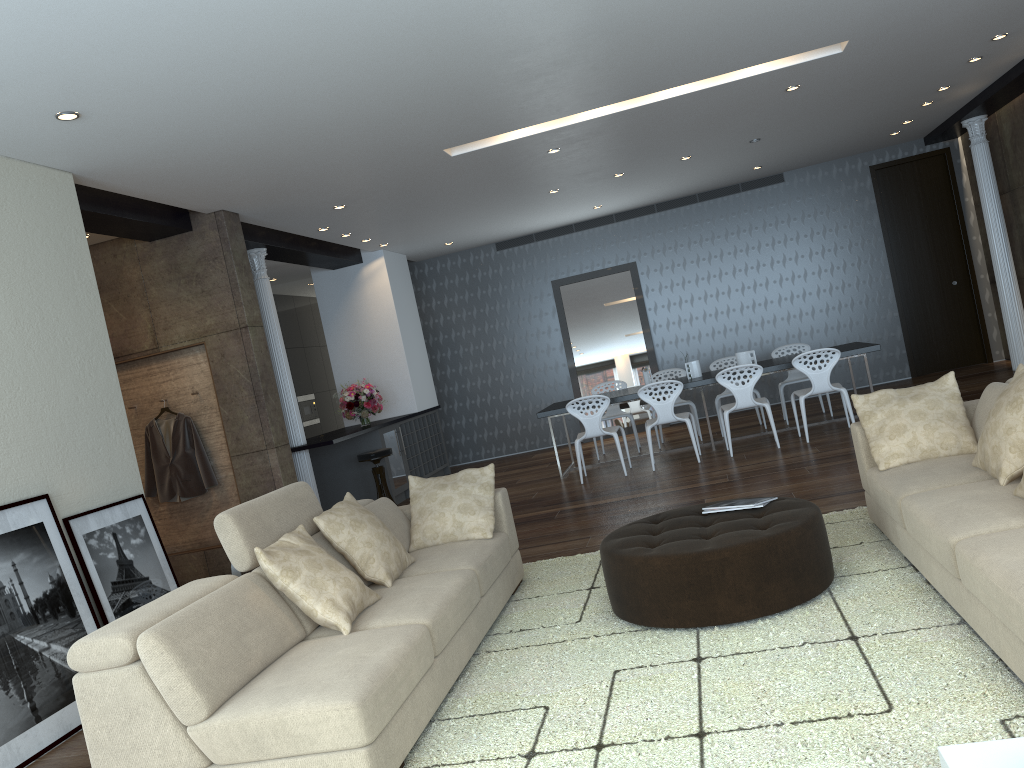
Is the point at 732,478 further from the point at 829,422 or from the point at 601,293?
the point at 601,293

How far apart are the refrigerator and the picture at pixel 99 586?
4.53m

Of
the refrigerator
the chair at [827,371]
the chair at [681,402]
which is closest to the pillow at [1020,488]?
the chair at [827,371]

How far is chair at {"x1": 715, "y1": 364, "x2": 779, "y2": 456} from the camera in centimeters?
822cm

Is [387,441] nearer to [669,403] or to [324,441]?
[324,441]

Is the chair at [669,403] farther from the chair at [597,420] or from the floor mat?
the floor mat

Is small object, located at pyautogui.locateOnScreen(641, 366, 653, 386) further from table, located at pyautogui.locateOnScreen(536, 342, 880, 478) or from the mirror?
the mirror

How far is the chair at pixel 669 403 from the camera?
8.4m

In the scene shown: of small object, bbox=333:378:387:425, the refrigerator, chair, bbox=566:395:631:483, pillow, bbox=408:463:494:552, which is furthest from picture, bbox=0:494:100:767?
small object, bbox=333:378:387:425

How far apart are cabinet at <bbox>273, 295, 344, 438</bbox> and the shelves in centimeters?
229cm
